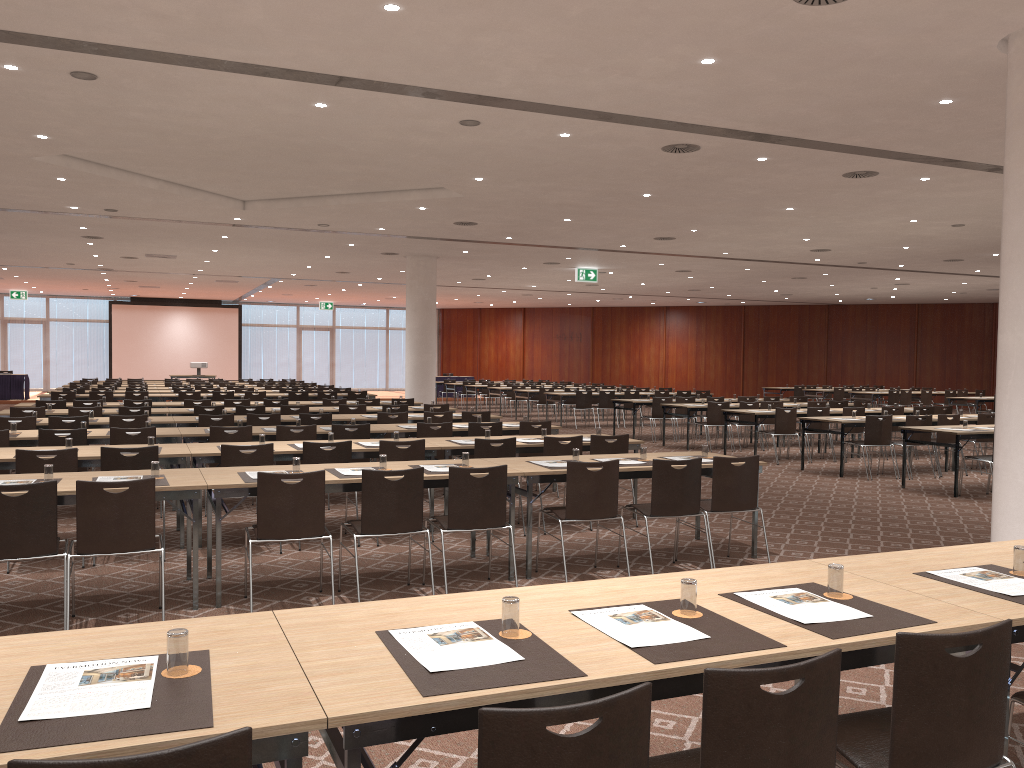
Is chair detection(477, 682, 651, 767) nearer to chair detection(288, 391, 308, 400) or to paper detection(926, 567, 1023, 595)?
paper detection(926, 567, 1023, 595)

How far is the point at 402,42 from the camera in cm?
654

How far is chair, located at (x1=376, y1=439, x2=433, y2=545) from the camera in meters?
8.0 m

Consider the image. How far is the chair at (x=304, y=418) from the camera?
11.7 meters

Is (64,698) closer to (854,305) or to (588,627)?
(588,627)

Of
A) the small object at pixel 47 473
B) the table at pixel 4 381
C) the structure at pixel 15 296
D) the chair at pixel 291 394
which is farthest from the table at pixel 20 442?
the structure at pixel 15 296

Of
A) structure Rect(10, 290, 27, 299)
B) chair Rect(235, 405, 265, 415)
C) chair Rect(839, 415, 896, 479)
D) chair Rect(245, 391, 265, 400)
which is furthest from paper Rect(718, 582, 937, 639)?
structure Rect(10, 290, 27, 299)

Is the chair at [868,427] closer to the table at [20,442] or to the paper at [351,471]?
the paper at [351,471]

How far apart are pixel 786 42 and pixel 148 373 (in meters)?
34.42

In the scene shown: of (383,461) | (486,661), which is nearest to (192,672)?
(486,661)
